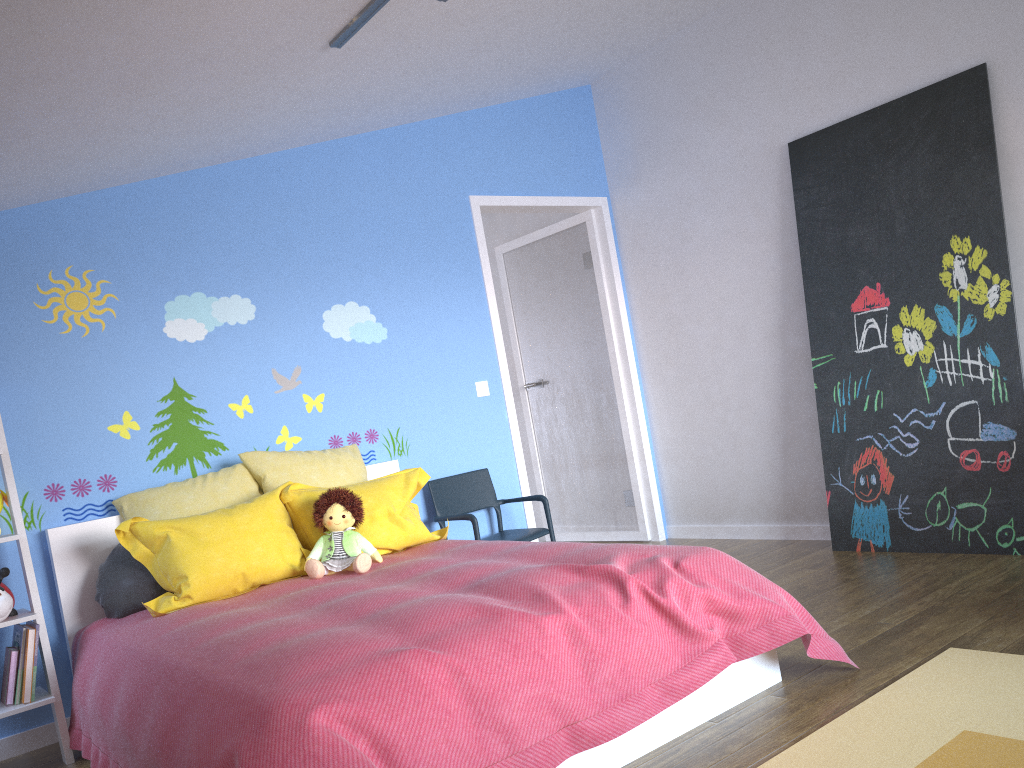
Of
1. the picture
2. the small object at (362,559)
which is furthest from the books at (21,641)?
the picture

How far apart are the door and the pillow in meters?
1.0

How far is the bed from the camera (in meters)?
1.87

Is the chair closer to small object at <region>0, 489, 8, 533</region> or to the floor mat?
small object at <region>0, 489, 8, 533</region>

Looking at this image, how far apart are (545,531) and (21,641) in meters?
2.3 m

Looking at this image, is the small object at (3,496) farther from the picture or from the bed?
the picture

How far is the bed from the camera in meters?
1.9 m

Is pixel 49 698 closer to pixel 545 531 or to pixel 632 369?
pixel 545 531

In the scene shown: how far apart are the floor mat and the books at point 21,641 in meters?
2.5 m

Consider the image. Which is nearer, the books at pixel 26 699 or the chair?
the books at pixel 26 699
